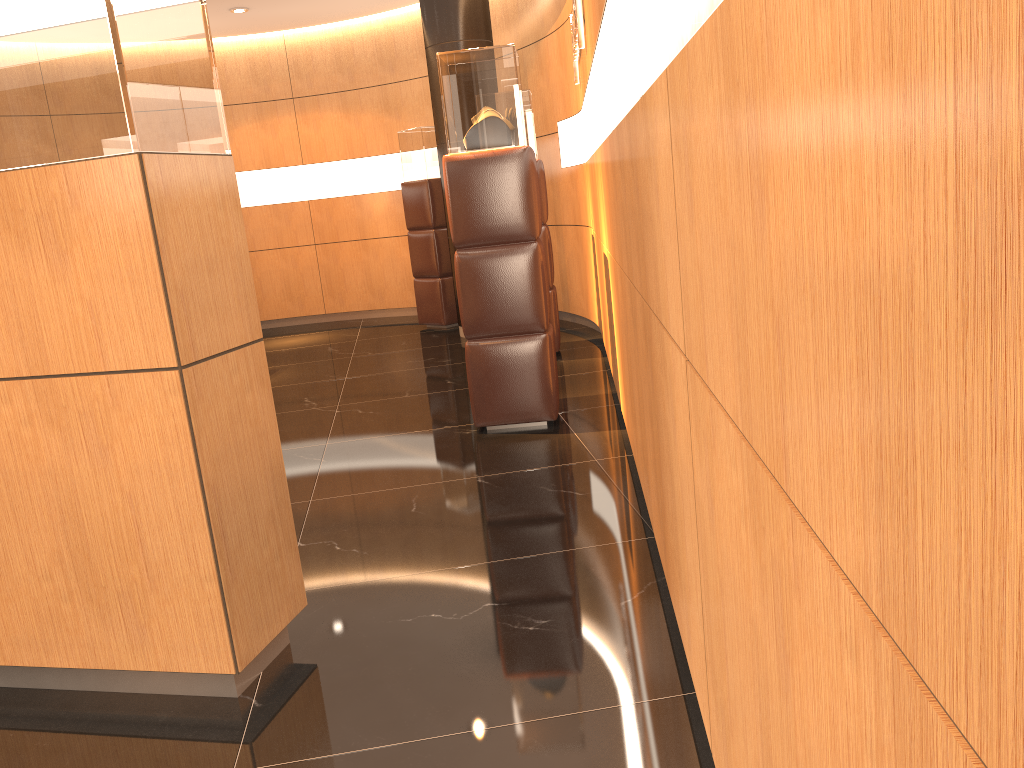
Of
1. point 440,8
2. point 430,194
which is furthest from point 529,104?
point 430,194

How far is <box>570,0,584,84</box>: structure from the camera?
4.7 meters

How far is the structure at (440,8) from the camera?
7.6 meters

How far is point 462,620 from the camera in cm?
273

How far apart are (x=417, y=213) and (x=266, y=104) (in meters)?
2.69

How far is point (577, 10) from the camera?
4.68m

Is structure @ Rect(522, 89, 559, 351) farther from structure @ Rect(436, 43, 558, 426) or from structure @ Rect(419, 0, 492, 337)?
structure @ Rect(436, 43, 558, 426)

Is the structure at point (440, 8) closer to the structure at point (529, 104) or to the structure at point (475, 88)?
the structure at point (529, 104)

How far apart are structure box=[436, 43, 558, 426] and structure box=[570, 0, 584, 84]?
0.49m

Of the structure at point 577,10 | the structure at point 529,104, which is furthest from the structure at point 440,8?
the structure at point 577,10
